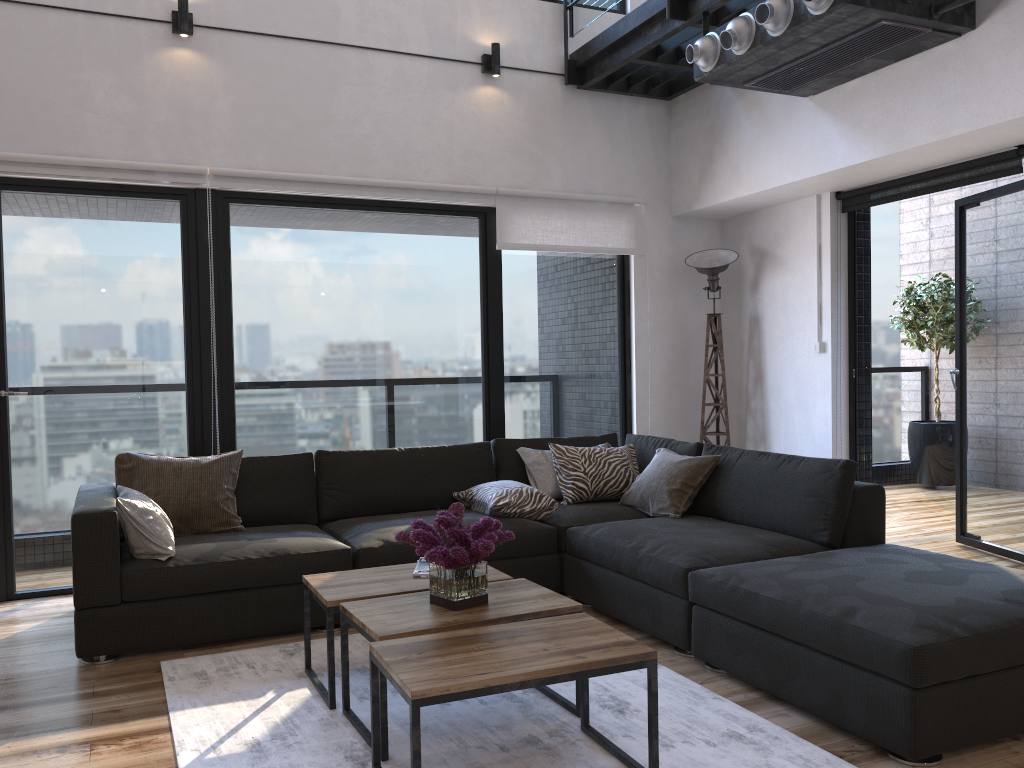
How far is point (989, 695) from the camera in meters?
2.4

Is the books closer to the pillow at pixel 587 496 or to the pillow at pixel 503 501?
the pillow at pixel 503 501

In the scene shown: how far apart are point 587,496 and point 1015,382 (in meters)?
2.45

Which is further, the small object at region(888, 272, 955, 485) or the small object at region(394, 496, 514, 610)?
the small object at region(888, 272, 955, 485)

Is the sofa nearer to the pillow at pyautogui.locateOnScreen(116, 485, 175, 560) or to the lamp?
the pillow at pyautogui.locateOnScreen(116, 485, 175, 560)

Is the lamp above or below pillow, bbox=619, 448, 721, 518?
above

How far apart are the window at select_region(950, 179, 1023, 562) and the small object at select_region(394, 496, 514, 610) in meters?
3.4 m

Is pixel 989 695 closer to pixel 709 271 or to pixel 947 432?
pixel 709 271

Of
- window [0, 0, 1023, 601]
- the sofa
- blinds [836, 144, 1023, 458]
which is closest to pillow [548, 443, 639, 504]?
the sofa

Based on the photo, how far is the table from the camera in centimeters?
210cm
